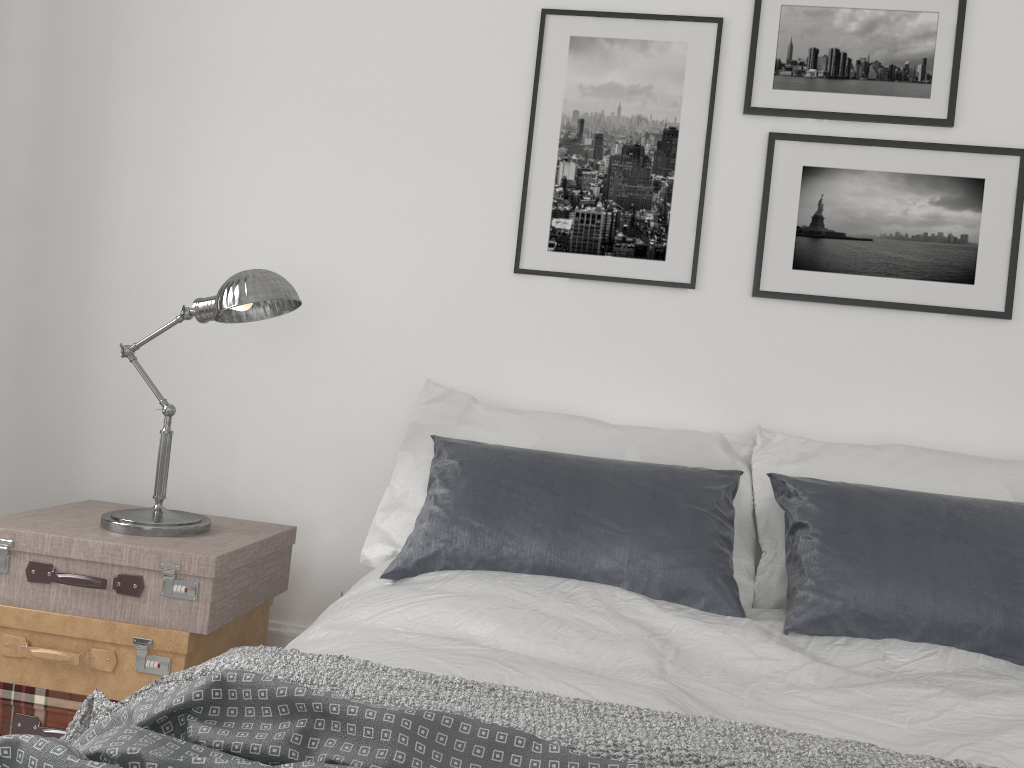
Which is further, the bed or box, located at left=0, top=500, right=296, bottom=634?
box, located at left=0, top=500, right=296, bottom=634

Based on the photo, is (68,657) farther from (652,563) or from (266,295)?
(652,563)

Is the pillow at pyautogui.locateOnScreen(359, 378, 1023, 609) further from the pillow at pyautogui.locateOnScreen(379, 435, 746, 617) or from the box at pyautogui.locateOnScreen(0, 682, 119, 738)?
the box at pyautogui.locateOnScreen(0, 682, 119, 738)

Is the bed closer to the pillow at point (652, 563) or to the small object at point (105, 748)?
the pillow at point (652, 563)

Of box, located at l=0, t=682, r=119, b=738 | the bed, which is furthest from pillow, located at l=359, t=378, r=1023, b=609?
box, located at l=0, t=682, r=119, b=738

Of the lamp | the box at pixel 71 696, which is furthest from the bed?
the box at pixel 71 696

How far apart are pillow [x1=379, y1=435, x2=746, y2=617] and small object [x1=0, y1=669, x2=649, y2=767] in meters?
0.9 m

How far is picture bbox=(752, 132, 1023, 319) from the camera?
2.5 meters

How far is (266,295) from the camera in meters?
2.2

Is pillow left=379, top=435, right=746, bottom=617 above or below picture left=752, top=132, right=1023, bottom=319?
below
